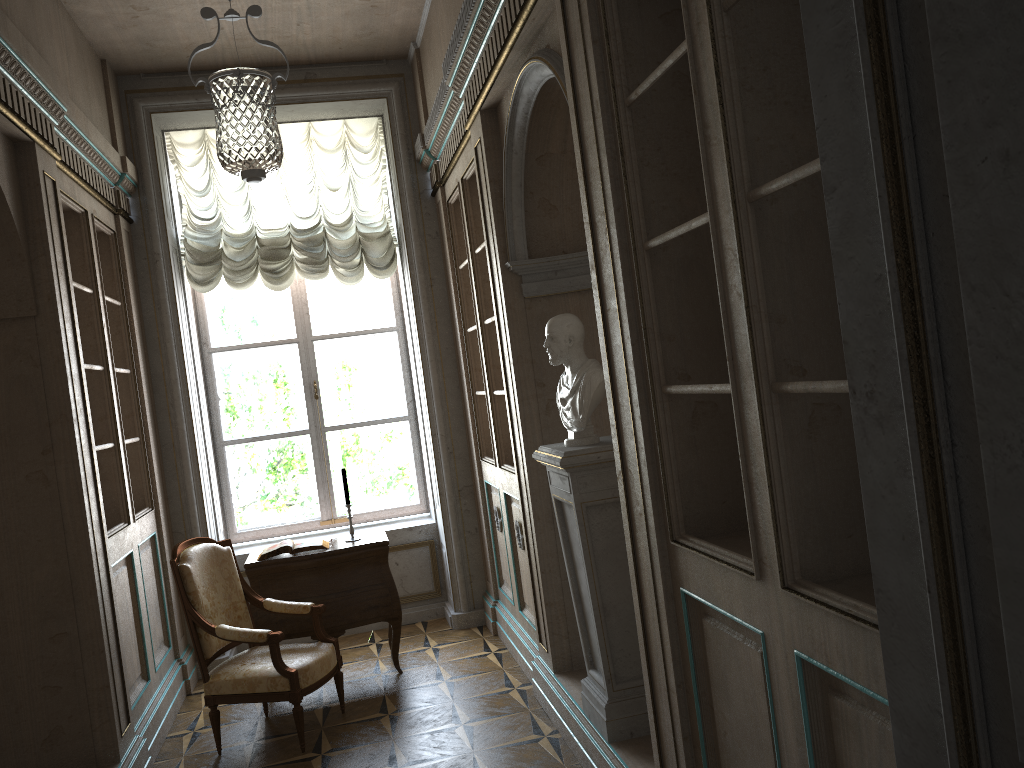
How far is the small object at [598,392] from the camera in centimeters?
333cm

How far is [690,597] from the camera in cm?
245

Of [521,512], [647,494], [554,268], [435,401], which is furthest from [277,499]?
[647,494]

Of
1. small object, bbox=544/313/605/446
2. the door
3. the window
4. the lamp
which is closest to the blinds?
the lamp

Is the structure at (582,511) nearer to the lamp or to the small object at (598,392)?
the small object at (598,392)

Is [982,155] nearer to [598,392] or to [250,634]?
[598,392]

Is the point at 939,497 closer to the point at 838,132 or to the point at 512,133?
the point at 838,132

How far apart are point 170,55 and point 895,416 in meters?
5.5 m

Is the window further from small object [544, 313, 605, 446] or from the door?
the door

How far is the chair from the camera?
4.2 meters
